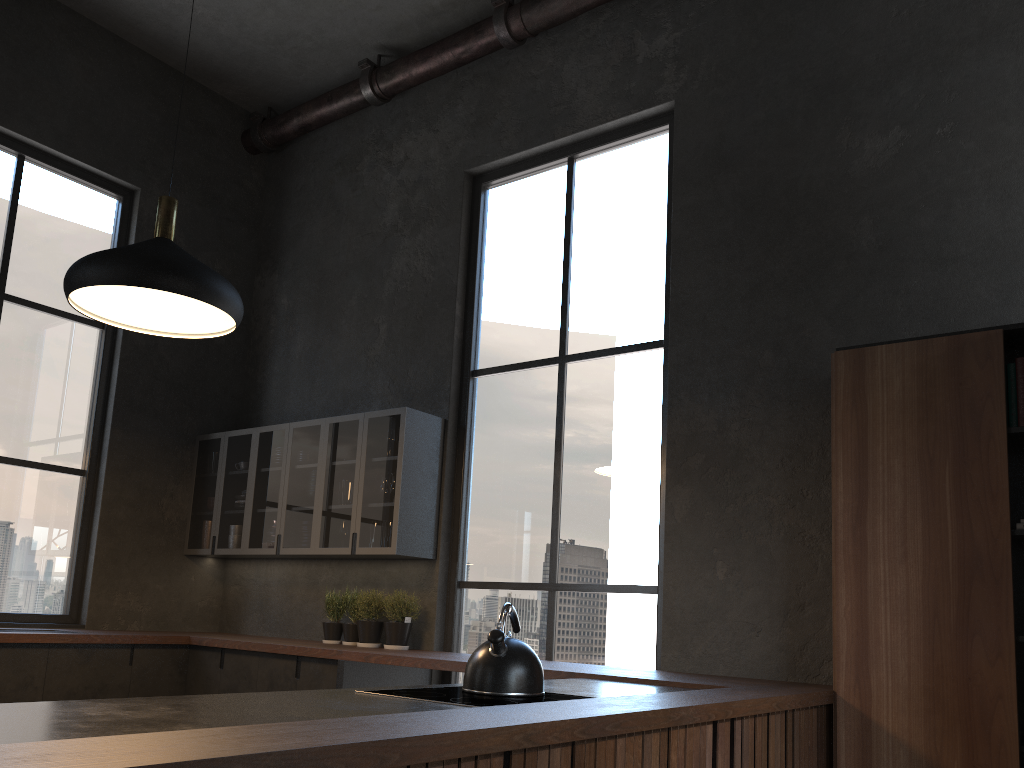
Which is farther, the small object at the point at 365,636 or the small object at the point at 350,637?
the small object at the point at 350,637

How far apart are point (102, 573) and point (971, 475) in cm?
508

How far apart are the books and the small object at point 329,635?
3.8 meters

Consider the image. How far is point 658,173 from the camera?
5.08m

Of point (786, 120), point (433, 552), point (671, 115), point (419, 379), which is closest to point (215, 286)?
point (419, 379)

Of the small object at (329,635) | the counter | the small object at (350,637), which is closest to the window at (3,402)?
the counter

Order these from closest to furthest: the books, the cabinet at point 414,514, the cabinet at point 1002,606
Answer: the cabinet at point 1002,606 < the books < the cabinet at point 414,514

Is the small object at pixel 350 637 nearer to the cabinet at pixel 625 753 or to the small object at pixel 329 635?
the small object at pixel 329 635

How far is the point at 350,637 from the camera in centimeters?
530cm

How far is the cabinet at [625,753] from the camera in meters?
2.2 m
